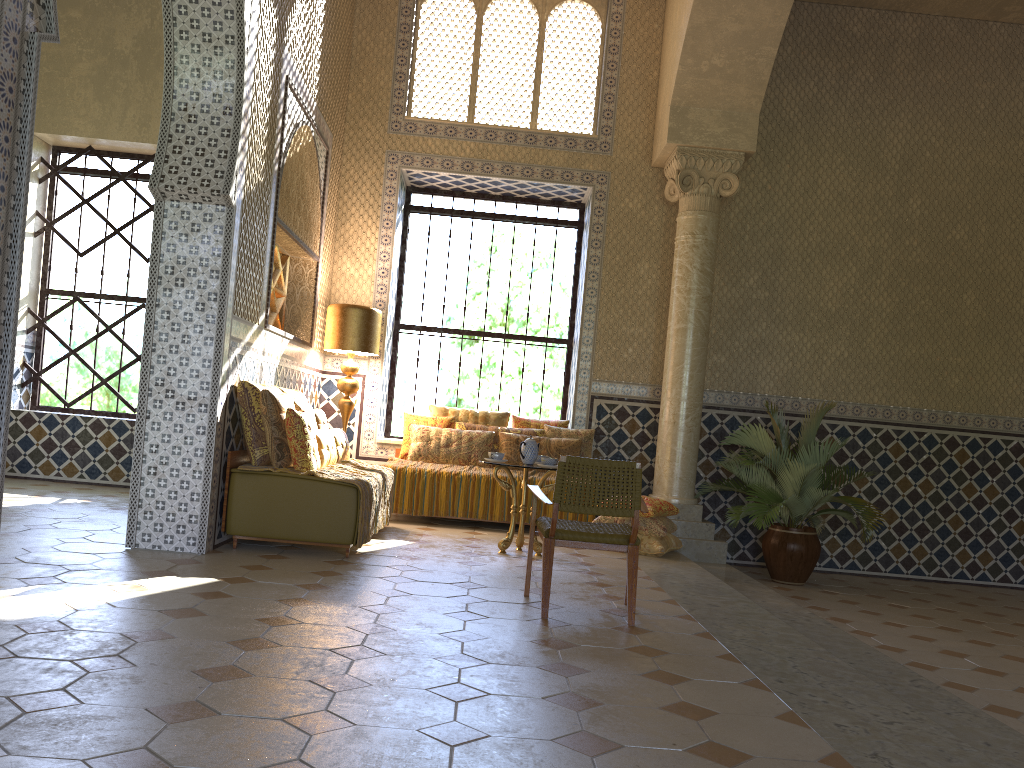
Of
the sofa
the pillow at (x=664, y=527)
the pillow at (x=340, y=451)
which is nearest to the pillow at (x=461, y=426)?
the pillow at (x=664, y=527)

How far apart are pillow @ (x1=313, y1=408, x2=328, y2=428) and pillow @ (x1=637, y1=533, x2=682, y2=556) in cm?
397

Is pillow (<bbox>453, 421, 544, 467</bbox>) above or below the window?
below

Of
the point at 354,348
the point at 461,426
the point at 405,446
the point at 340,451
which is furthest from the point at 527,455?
the point at 354,348

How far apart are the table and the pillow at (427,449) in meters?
2.3 m

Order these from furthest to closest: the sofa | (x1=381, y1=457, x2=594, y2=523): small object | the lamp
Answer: Result: the lamp < (x1=381, y1=457, x2=594, y2=523): small object < the sofa

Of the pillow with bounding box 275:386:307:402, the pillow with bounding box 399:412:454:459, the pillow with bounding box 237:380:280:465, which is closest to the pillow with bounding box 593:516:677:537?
the pillow with bounding box 399:412:454:459

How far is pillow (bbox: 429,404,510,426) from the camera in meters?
12.6

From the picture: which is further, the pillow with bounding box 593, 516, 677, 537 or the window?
the window

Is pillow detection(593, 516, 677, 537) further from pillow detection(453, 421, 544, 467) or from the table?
pillow detection(453, 421, 544, 467)
